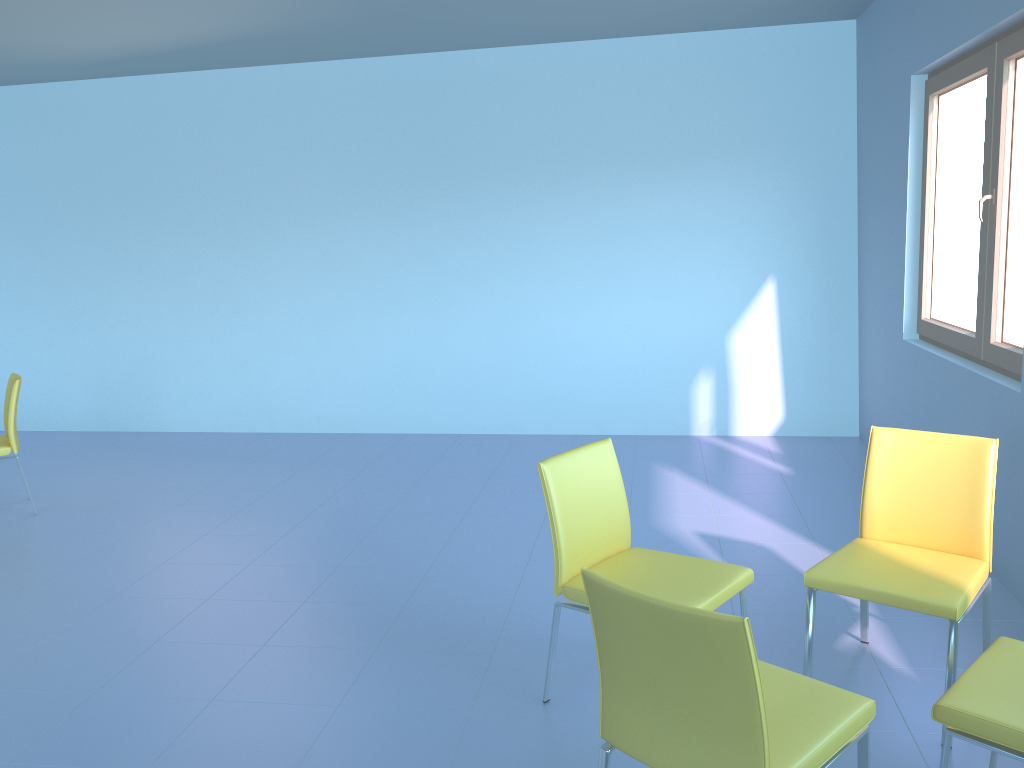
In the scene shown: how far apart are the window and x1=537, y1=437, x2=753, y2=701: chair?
1.5m

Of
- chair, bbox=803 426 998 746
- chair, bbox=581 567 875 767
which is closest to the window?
chair, bbox=803 426 998 746

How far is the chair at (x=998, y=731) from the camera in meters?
1.7

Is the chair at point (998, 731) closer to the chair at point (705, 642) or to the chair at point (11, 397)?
the chair at point (705, 642)

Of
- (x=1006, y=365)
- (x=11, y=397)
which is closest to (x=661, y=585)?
(x=1006, y=365)

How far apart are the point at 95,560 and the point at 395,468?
1.75m

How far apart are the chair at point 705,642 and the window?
1.9 meters

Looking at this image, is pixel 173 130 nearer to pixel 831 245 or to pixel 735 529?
pixel 831 245

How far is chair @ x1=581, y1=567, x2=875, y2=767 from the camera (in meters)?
1.46

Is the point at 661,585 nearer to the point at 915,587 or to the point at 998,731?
the point at 915,587
